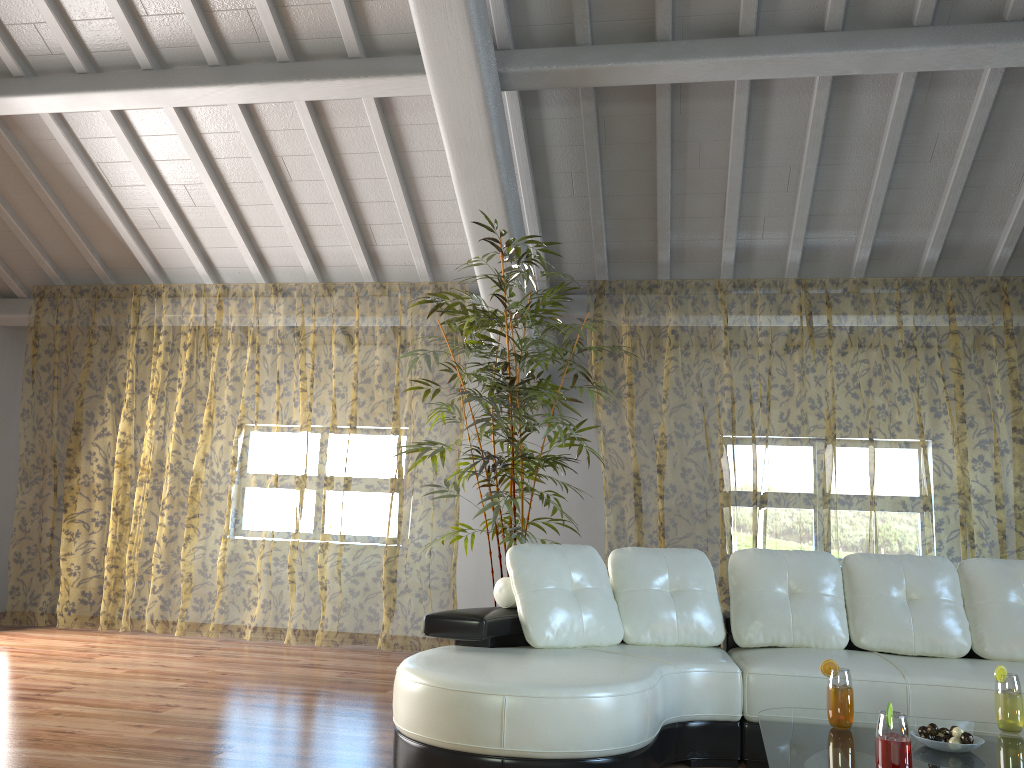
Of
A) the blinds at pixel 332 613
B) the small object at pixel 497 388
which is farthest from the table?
the blinds at pixel 332 613

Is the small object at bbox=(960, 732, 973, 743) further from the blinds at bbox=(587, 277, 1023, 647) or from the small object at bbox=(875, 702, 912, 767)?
the blinds at bbox=(587, 277, 1023, 647)

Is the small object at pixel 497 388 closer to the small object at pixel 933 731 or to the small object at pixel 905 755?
the small object at pixel 933 731

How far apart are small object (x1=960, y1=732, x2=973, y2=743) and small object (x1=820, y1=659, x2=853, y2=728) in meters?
0.3 m

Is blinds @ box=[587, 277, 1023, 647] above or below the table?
above

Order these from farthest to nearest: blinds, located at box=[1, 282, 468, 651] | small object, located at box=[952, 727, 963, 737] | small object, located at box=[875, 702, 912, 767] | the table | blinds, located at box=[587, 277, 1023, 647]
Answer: blinds, located at box=[1, 282, 468, 651]
blinds, located at box=[587, 277, 1023, 647]
small object, located at box=[952, 727, 963, 737]
the table
small object, located at box=[875, 702, 912, 767]

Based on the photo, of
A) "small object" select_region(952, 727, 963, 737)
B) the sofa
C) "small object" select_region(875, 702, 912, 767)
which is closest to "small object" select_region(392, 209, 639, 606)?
the sofa

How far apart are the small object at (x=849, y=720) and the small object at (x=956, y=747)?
0.2m

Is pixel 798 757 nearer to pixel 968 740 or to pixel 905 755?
pixel 905 755

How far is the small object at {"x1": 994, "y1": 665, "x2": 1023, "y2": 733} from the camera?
2.58m
